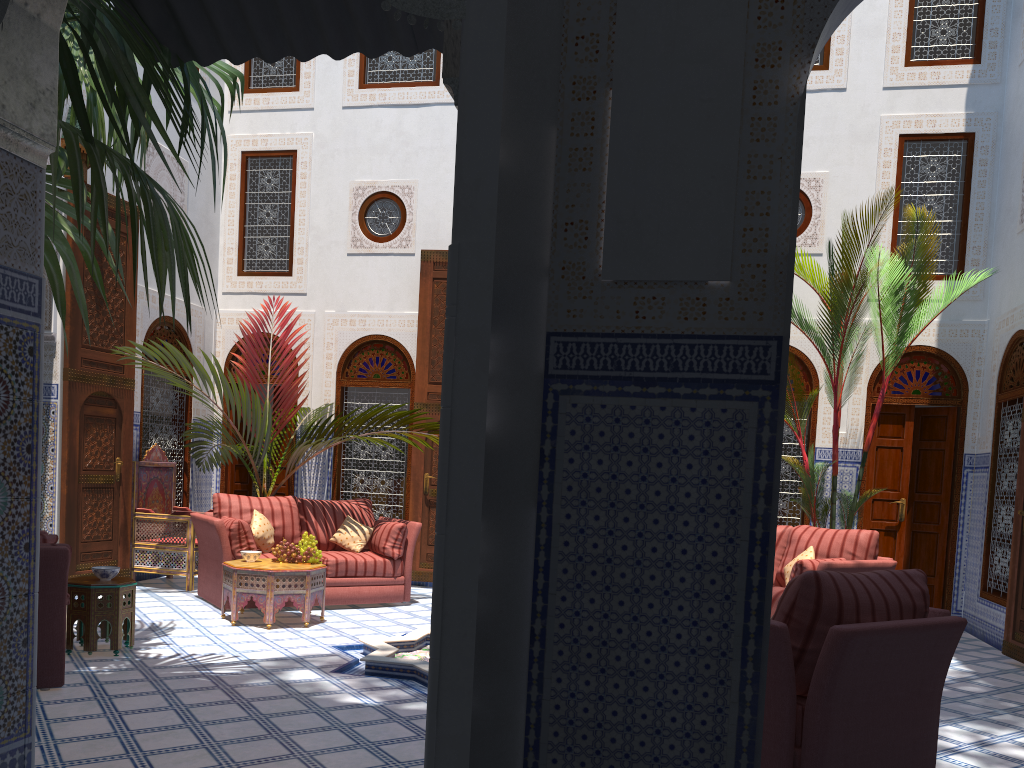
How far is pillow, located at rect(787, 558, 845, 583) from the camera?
4.3m

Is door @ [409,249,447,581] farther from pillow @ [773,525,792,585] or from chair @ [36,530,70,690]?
chair @ [36,530,70,690]

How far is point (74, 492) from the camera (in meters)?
5.38

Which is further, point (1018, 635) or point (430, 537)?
point (430, 537)

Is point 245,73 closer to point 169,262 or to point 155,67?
point 155,67

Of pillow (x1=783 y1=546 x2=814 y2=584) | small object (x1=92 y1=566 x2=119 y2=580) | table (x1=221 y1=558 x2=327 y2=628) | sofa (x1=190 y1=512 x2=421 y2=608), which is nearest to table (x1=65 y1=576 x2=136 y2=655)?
small object (x1=92 y1=566 x2=119 y2=580)

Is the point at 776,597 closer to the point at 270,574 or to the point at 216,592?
the point at 270,574

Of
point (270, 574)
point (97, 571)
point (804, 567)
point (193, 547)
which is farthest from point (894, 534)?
point (97, 571)

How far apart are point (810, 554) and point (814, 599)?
2.5 meters

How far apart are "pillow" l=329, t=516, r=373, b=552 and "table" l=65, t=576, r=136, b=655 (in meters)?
1.81
